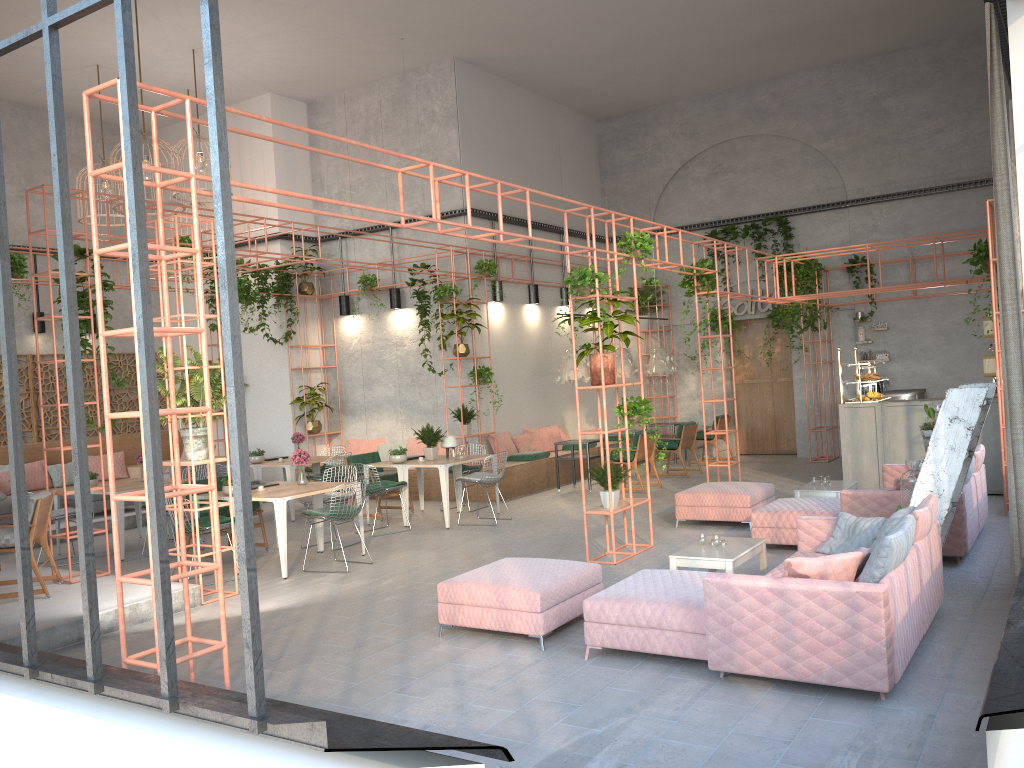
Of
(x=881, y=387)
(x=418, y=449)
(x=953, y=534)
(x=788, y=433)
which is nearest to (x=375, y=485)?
(x=418, y=449)

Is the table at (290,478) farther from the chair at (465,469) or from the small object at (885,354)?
the small object at (885,354)

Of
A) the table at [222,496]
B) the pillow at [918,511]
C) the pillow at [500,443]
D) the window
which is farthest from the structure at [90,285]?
the pillow at [918,511]

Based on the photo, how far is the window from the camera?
2.8m

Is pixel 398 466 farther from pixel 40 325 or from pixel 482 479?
pixel 40 325

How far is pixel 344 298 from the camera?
16.1 meters

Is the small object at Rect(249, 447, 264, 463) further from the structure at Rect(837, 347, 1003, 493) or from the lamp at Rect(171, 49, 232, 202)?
the structure at Rect(837, 347, 1003, 493)

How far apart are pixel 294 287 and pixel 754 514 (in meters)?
10.25

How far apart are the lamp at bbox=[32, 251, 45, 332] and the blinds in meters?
14.9

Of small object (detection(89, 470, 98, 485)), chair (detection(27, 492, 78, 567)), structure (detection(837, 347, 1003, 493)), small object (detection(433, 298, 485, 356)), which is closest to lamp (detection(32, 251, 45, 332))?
small object (detection(89, 470, 98, 485))
